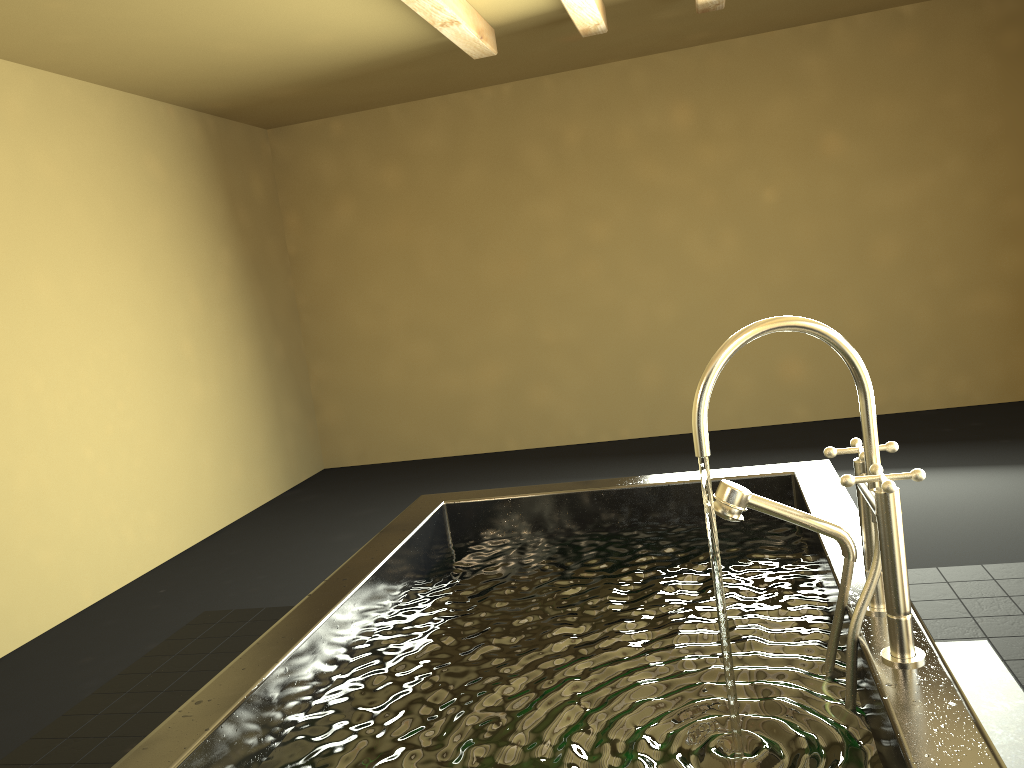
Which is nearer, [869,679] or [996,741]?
[869,679]

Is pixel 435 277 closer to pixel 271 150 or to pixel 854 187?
pixel 271 150

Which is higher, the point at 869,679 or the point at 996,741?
the point at 869,679

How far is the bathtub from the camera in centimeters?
116cm

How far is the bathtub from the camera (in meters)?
1.16

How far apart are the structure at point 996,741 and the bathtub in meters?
0.7 m

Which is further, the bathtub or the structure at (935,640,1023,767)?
the structure at (935,640,1023,767)

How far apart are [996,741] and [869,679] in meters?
1.2

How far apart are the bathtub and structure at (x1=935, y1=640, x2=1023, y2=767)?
0.7m

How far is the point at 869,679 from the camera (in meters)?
1.16
